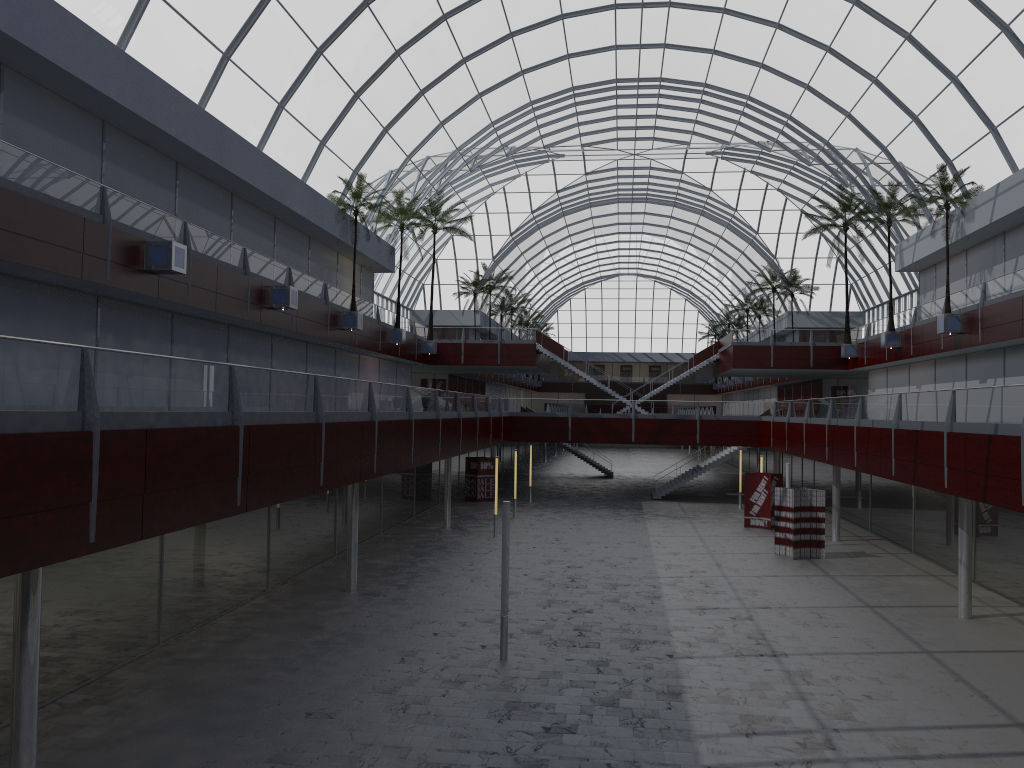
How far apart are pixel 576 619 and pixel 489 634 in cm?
342

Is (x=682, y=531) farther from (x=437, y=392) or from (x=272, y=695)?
(x=272, y=695)
